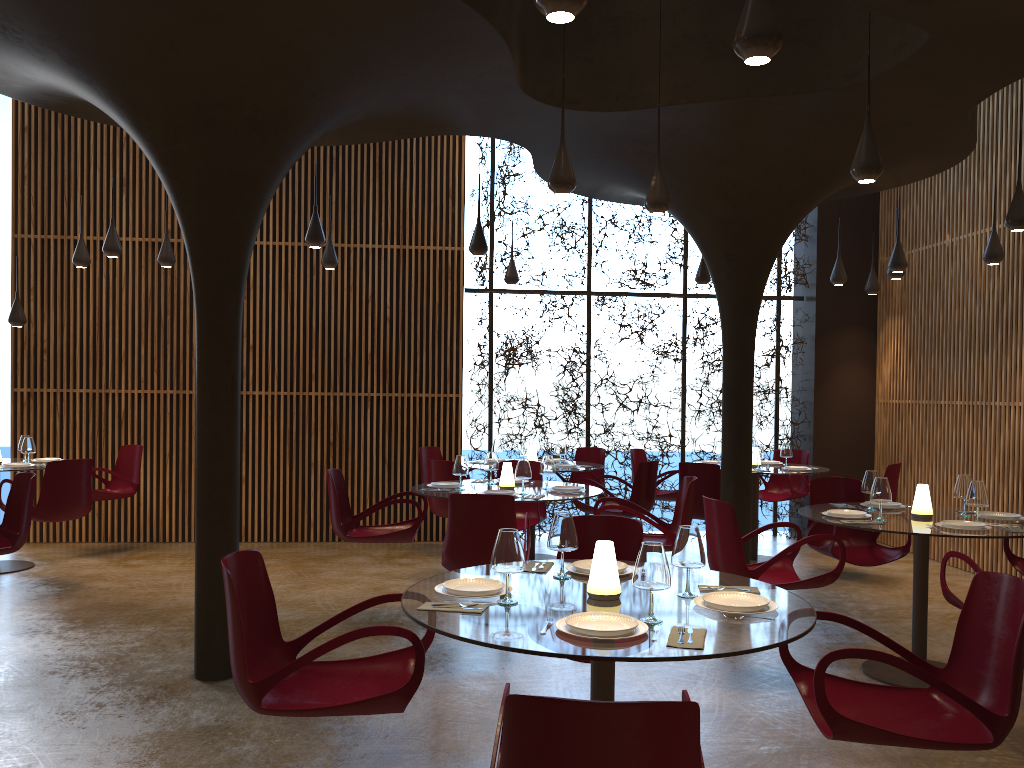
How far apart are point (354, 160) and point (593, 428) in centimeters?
480cm

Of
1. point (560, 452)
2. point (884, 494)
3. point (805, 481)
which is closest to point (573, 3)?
point (884, 494)

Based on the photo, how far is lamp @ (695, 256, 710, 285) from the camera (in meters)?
10.85

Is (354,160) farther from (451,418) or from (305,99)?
(305,99)

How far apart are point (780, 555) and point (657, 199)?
2.70m

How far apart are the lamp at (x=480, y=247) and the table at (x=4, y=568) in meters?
5.9 m

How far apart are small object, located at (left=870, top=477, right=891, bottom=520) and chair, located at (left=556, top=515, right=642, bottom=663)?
2.0m

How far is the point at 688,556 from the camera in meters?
3.6 m

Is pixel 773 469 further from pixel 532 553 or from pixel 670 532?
pixel 670 532

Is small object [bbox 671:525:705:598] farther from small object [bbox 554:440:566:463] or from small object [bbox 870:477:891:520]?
small object [bbox 554:440:566:463]
